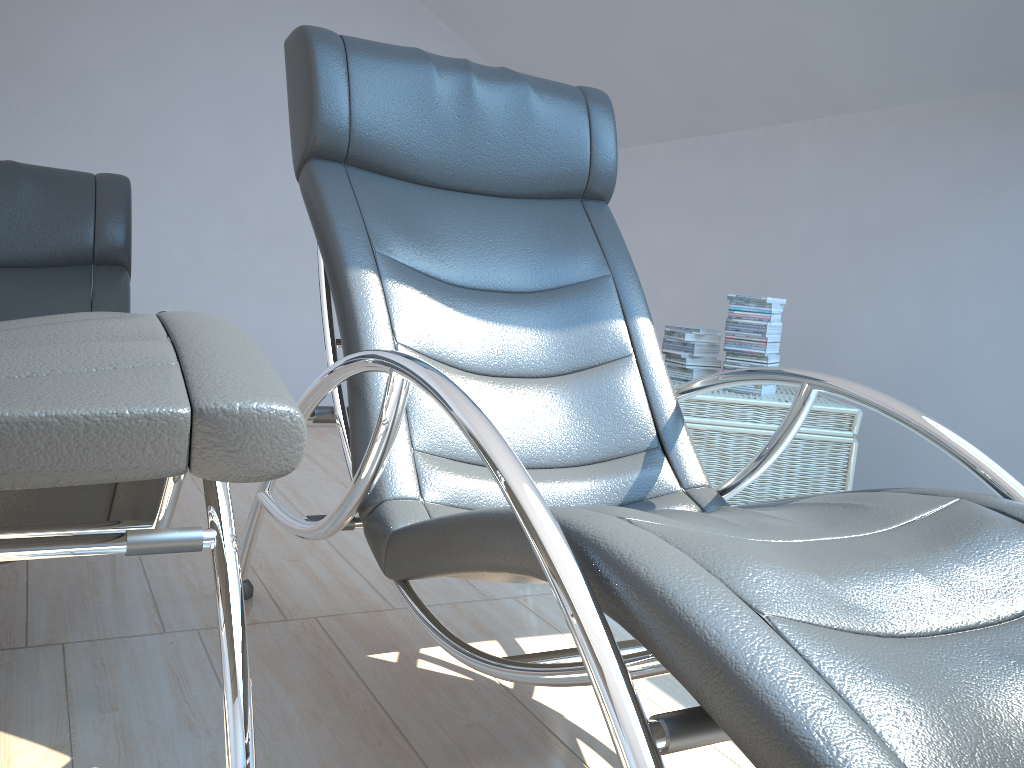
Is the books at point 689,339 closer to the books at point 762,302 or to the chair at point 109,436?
the books at point 762,302

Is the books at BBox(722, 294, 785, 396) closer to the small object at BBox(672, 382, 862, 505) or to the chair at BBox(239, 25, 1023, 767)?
the small object at BBox(672, 382, 862, 505)

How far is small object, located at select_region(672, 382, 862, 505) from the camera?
2.49m

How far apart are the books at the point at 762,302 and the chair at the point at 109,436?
1.7m

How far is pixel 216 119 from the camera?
3.9 meters

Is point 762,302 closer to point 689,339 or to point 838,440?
point 689,339

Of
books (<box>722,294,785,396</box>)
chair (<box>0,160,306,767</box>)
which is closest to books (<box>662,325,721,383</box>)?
books (<box>722,294,785,396</box>)

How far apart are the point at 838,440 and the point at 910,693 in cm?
187

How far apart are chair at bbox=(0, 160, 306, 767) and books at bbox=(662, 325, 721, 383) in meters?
1.6

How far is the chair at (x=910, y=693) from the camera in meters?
0.7
